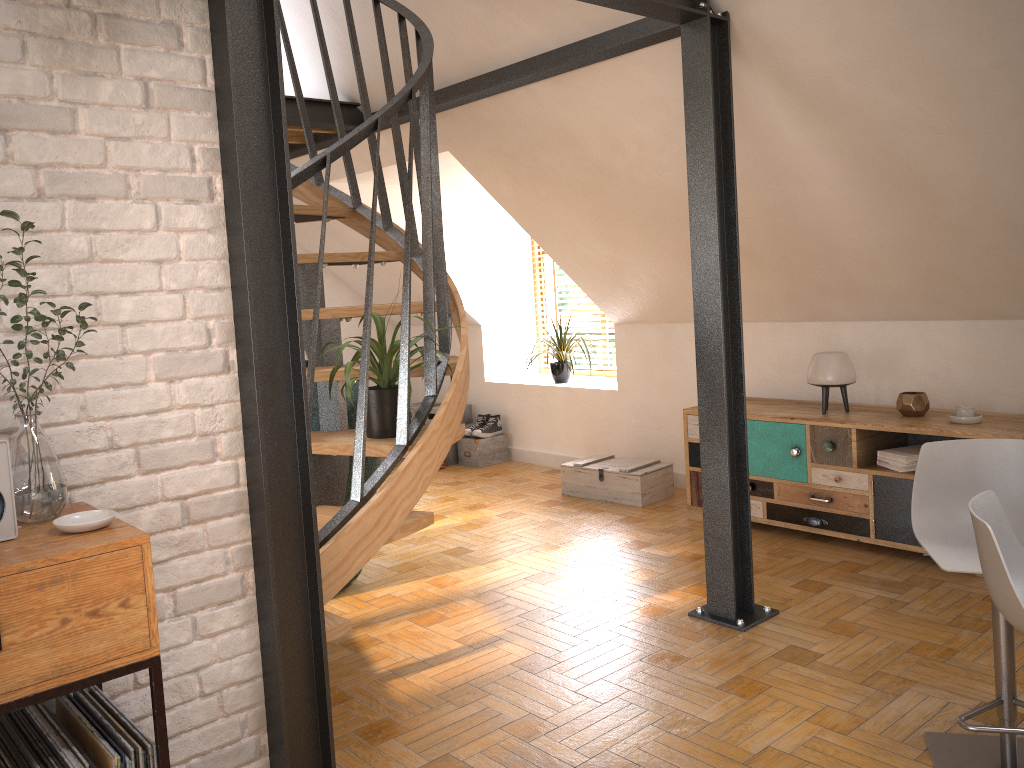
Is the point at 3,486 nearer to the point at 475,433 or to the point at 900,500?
the point at 900,500

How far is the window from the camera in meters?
7.0 m

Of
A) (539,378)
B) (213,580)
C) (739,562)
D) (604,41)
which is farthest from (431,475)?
(539,378)

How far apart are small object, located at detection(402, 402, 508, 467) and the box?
1.2 meters

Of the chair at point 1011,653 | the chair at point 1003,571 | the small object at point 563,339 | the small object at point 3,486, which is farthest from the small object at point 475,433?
the small object at point 3,486

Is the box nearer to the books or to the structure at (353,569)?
the books

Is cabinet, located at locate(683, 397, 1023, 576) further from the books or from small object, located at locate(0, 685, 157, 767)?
small object, located at locate(0, 685, 157, 767)

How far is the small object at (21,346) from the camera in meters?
1.7

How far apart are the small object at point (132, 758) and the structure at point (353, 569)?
0.7m

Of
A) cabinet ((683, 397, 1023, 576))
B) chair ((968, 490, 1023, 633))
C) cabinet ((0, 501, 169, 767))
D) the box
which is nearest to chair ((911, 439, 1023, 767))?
chair ((968, 490, 1023, 633))
